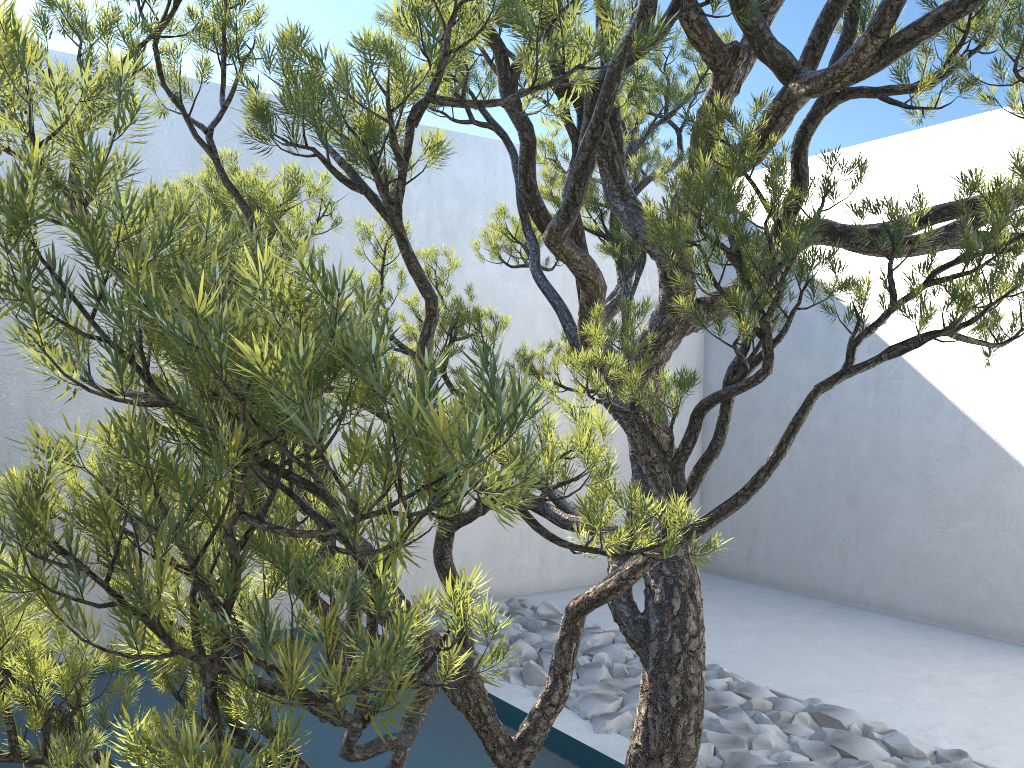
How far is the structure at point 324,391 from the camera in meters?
0.5 m

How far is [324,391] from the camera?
0.54m

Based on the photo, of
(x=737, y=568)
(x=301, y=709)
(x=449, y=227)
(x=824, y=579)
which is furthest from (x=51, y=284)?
(x=737, y=568)

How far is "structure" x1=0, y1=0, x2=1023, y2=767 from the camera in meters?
0.5
